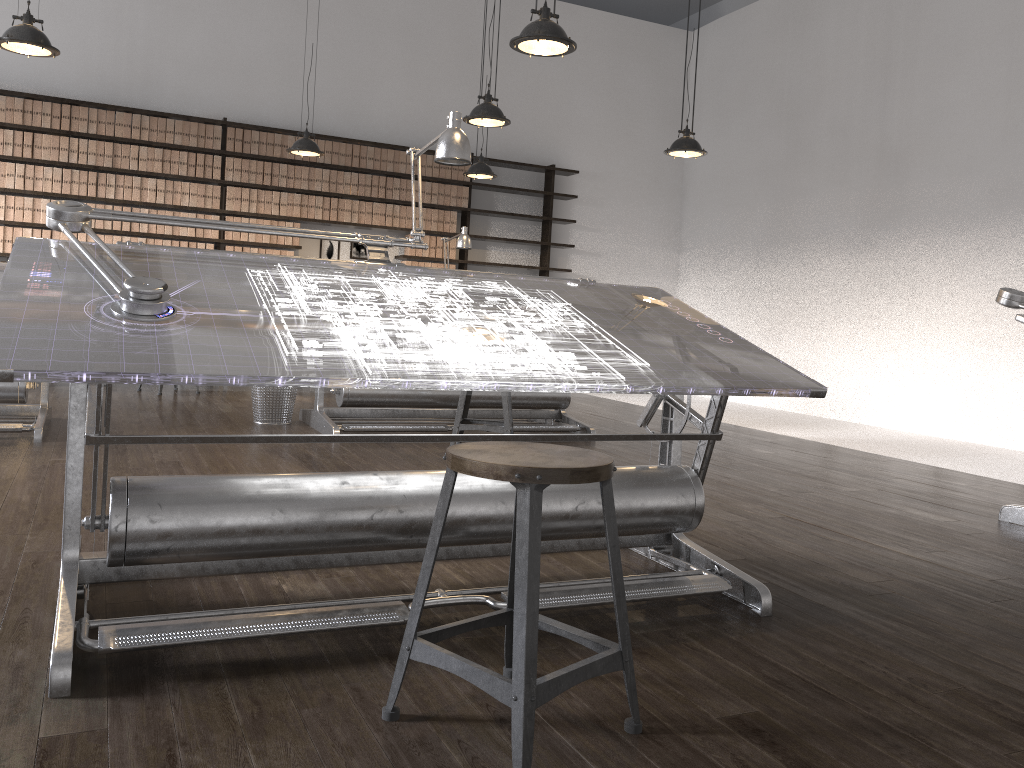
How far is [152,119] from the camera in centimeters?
786cm

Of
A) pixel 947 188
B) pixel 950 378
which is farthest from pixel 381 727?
pixel 947 188

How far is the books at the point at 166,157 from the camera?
7.93m

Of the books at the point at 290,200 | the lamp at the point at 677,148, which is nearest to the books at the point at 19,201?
the books at the point at 290,200

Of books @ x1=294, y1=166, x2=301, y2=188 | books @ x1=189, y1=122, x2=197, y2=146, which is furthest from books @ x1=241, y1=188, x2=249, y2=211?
books @ x1=189, y1=122, x2=197, y2=146

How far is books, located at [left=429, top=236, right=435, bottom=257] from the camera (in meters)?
9.05

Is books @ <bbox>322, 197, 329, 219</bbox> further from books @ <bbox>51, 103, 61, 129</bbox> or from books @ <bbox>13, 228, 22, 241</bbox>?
books @ <bbox>13, 228, 22, 241</bbox>

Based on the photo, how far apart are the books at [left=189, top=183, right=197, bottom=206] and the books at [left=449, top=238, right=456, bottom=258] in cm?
253

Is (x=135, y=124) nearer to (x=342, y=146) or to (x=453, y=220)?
(x=342, y=146)

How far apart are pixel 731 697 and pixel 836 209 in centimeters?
734cm
